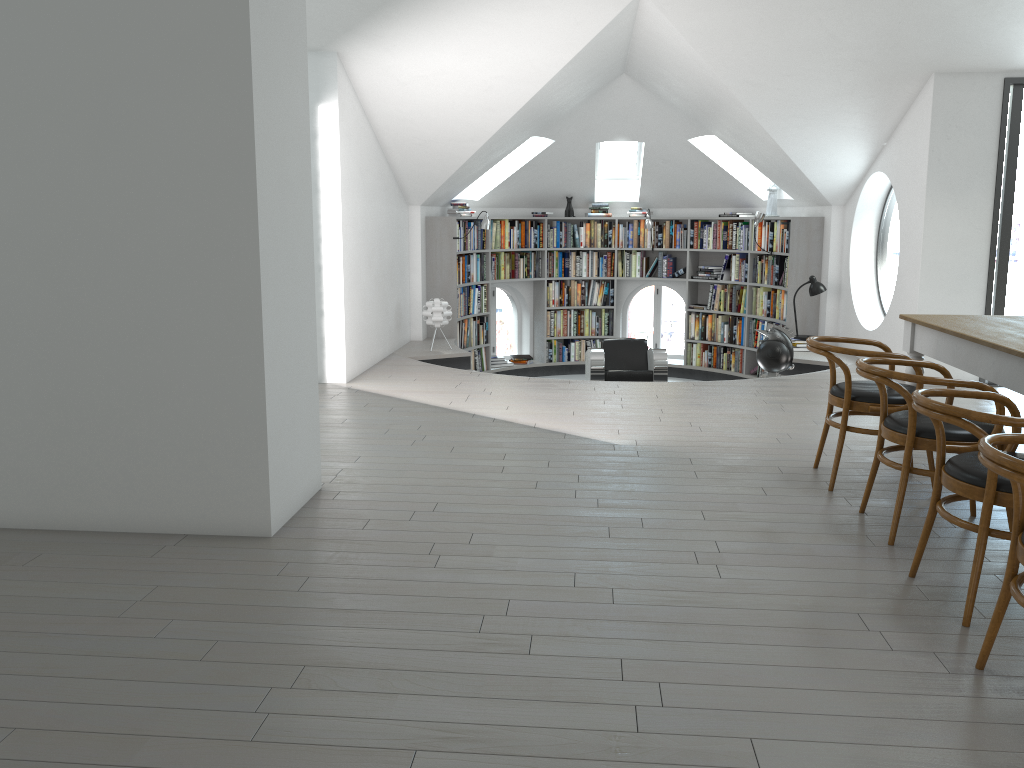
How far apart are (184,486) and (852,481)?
3.2m

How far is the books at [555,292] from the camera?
11.5 meters

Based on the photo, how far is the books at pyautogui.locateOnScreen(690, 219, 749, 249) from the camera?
10.56m

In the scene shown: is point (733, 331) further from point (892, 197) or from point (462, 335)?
point (892, 197)

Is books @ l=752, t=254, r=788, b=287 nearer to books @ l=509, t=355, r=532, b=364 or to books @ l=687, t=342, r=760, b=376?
books @ l=687, t=342, r=760, b=376

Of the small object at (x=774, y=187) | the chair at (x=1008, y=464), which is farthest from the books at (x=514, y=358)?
the chair at (x=1008, y=464)

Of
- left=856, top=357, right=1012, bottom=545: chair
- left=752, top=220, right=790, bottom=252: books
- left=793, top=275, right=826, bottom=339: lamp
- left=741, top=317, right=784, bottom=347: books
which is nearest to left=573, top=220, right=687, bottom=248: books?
left=752, top=220, right=790, bottom=252: books

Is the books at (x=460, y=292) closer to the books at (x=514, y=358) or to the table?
the books at (x=514, y=358)

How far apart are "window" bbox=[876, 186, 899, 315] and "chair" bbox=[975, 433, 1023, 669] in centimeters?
659cm

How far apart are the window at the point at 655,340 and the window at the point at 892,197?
3.2 meters
